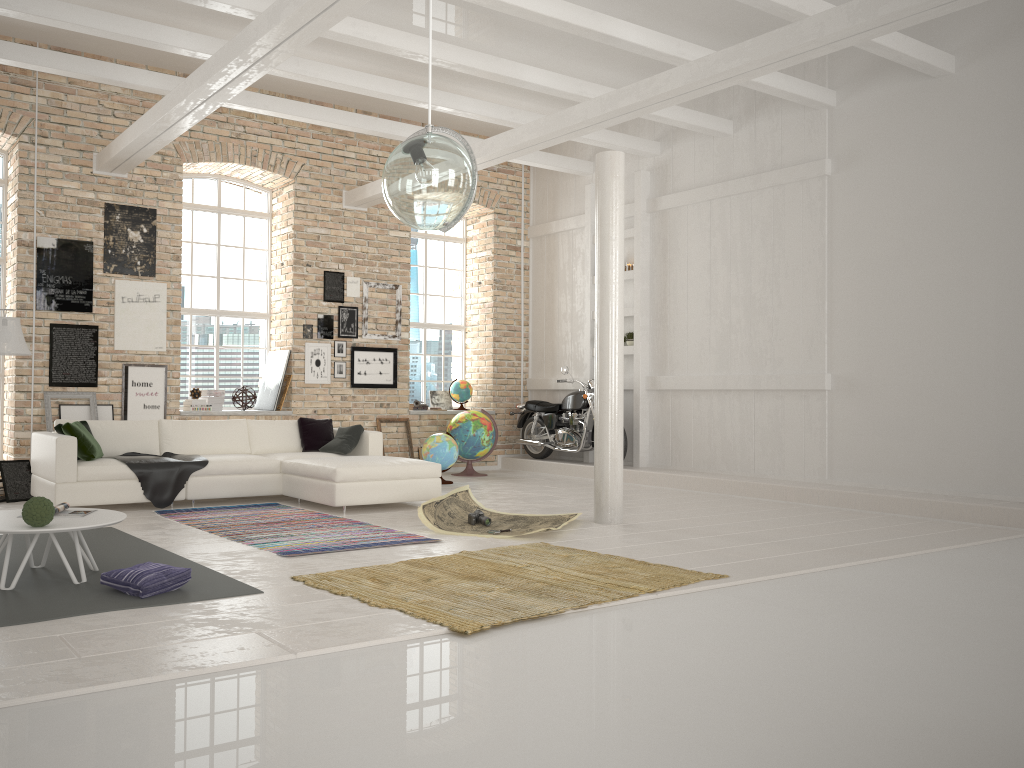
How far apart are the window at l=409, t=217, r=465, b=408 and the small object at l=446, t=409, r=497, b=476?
1.2m

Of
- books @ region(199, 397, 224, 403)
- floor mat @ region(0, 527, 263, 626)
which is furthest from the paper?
books @ region(199, 397, 224, 403)

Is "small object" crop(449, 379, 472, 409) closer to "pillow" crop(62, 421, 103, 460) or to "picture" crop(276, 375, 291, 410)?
"picture" crop(276, 375, 291, 410)

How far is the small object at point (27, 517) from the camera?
4.5m

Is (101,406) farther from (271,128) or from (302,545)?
(302,545)

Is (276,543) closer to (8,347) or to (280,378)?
(8,347)

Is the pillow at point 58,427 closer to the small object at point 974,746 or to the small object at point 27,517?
the small object at point 27,517

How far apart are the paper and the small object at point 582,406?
3.8m

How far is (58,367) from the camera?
9.5m

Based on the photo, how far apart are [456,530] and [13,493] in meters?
4.4 m
